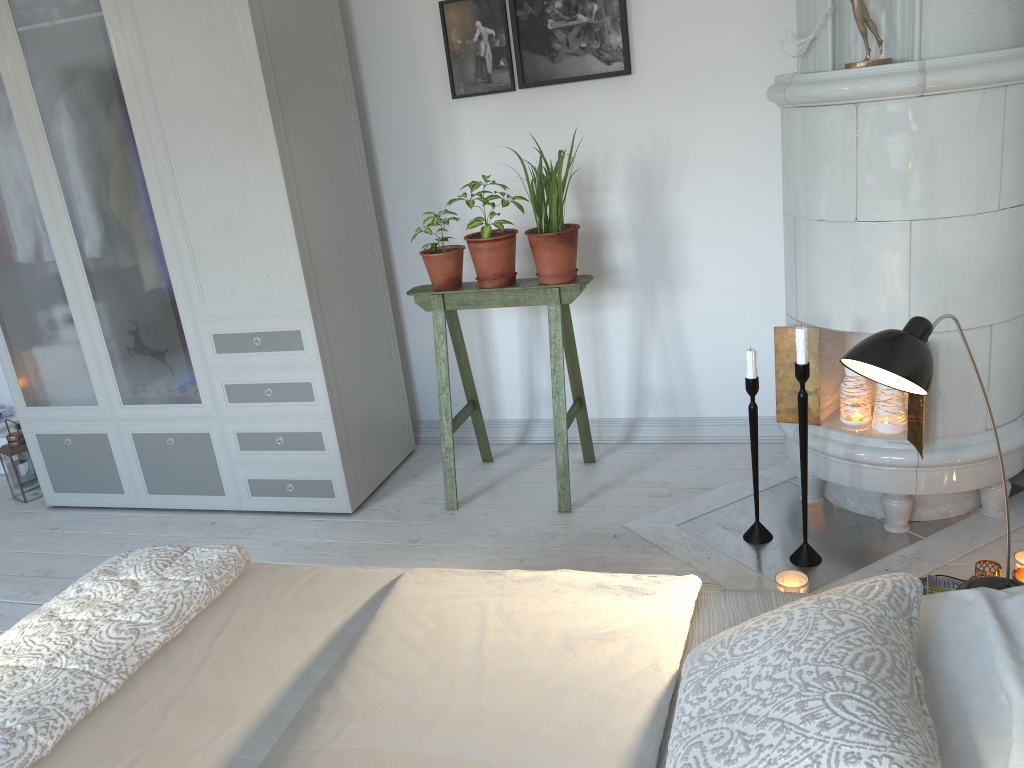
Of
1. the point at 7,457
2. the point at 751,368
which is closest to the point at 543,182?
the point at 751,368

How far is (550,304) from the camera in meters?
3.0 m

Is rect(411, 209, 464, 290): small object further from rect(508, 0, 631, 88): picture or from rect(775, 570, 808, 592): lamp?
rect(775, 570, 808, 592): lamp

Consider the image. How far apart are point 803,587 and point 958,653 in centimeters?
103cm

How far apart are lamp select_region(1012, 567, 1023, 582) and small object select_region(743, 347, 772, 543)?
0.68m

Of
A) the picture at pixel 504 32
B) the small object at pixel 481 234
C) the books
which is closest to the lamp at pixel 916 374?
the books

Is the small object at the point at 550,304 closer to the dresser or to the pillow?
the dresser

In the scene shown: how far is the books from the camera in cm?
200

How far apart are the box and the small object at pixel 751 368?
3.4m

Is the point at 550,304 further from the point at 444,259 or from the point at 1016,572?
the point at 1016,572
